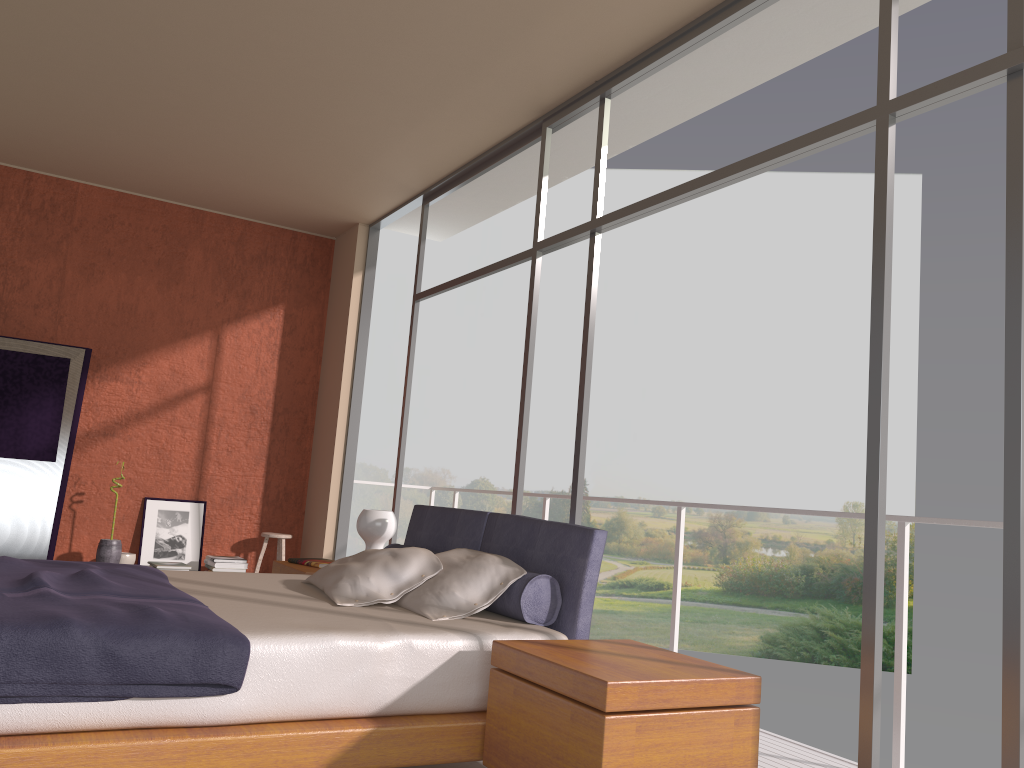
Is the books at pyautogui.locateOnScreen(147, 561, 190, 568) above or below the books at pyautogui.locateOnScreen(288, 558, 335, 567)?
below

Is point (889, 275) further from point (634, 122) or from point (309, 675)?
point (634, 122)

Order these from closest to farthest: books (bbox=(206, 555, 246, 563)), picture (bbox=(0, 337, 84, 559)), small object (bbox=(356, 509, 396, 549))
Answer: small object (bbox=(356, 509, 396, 549)) < picture (bbox=(0, 337, 84, 559)) < books (bbox=(206, 555, 246, 563))

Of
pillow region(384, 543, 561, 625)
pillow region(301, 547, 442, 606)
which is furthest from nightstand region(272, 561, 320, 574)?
pillow region(384, 543, 561, 625)

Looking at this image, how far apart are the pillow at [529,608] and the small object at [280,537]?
3.9m

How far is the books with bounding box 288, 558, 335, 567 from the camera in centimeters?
491cm

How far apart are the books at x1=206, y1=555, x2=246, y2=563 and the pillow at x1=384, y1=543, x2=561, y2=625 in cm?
371

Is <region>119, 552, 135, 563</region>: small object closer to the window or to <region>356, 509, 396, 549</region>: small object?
the window

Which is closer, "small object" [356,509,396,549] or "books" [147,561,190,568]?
"small object" [356,509,396,549]

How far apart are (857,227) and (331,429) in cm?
1979
